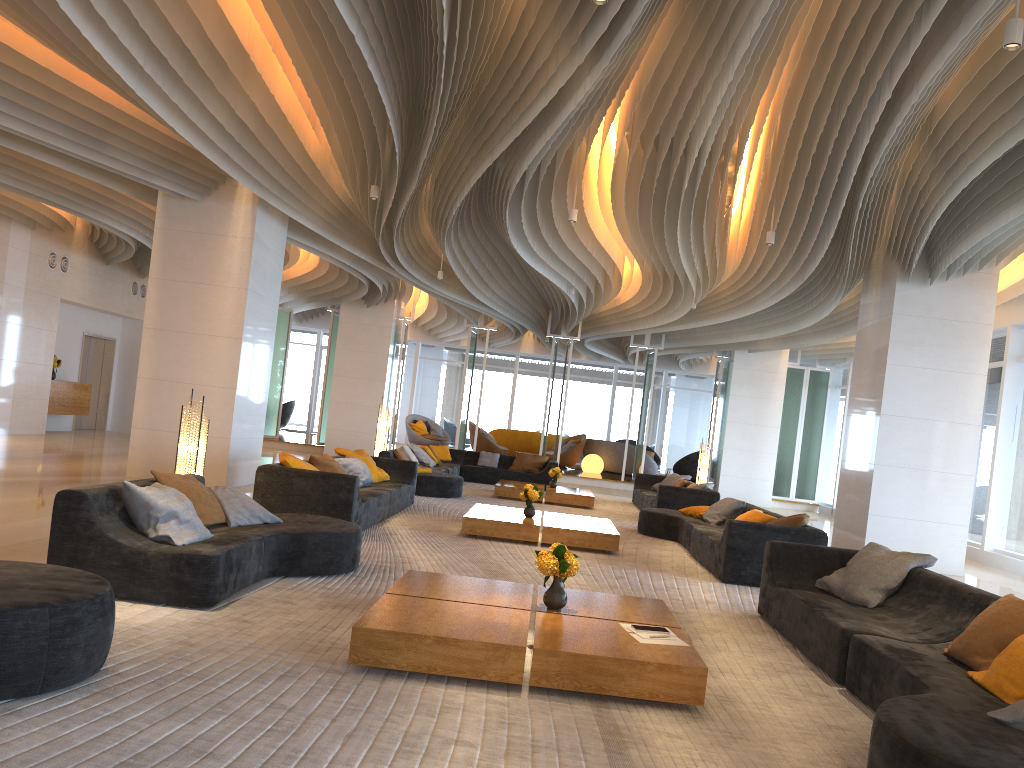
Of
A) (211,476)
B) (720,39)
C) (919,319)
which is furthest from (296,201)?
(919,319)

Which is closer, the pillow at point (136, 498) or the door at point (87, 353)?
the pillow at point (136, 498)

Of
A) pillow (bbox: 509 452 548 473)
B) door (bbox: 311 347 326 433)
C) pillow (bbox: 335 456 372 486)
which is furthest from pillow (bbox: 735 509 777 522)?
door (bbox: 311 347 326 433)

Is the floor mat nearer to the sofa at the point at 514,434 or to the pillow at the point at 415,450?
the pillow at the point at 415,450

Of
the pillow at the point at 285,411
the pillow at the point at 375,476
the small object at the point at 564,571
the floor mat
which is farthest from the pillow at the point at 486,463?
the small object at the point at 564,571

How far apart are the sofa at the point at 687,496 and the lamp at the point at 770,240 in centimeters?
446cm

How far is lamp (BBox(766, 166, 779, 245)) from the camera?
9.7m

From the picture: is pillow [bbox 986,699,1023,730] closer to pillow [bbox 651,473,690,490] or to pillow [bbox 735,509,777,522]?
pillow [bbox 735,509,777,522]

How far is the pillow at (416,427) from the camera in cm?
2532

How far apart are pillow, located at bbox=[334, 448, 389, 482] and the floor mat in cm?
56
